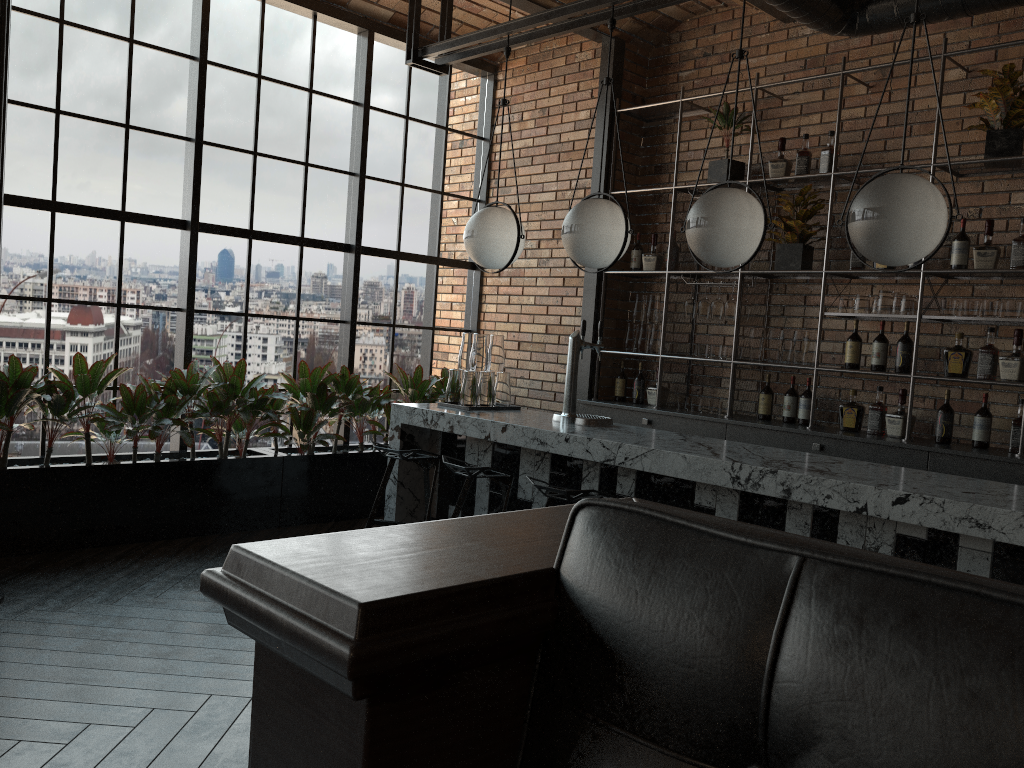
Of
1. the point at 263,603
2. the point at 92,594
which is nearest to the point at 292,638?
the point at 263,603

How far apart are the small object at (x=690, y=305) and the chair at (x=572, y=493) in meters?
2.5 m

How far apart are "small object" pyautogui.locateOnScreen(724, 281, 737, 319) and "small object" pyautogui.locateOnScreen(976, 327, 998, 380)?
1.49m

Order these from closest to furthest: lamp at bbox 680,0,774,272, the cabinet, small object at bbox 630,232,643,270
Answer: lamp at bbox 680,0,774,272
the cabinet
small object at bbox 630,232,643,270

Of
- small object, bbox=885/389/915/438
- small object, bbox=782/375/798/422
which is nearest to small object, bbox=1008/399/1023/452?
small object, bbox=885/389/915/438

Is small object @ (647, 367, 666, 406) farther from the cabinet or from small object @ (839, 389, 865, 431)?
small object @ (839, 389, 865, 431)

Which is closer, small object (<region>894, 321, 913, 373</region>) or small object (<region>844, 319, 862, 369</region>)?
small object (<region>894, 321, 913, 373</region>)

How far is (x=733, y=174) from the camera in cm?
583

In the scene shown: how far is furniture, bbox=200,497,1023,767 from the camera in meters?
0.4

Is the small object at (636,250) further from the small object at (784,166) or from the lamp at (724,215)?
the lamp at (724,215)
